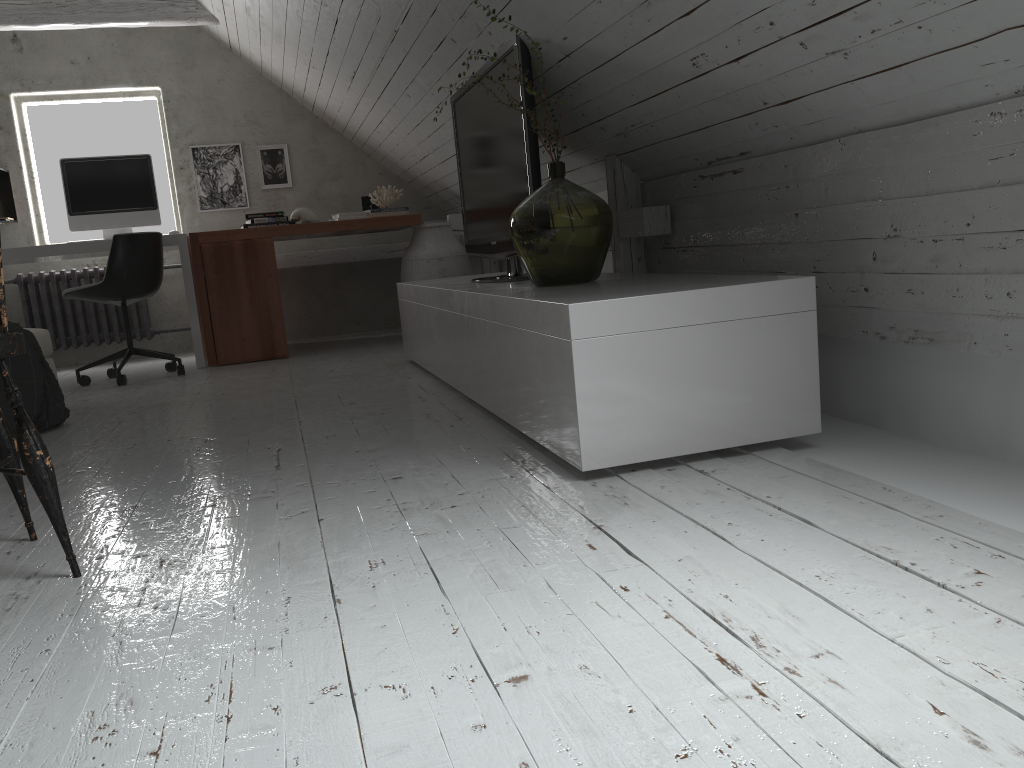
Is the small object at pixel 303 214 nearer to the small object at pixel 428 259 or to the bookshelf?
the small object at pixel 428 259

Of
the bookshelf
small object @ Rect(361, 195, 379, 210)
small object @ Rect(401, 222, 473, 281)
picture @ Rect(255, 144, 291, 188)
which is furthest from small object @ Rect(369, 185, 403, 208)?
the bookshelf

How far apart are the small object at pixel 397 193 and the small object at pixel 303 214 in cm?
42

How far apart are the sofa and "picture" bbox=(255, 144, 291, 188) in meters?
2.6

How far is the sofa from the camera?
3.7 meters

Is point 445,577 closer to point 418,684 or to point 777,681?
point 418,684

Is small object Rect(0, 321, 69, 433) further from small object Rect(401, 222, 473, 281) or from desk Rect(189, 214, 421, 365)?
small object Rect(401, 222, 473, 281)

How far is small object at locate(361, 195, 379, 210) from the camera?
5.9 meters

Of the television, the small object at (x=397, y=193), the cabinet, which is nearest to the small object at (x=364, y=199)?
the small object at (x=397, y=193)

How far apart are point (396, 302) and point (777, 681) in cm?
564
